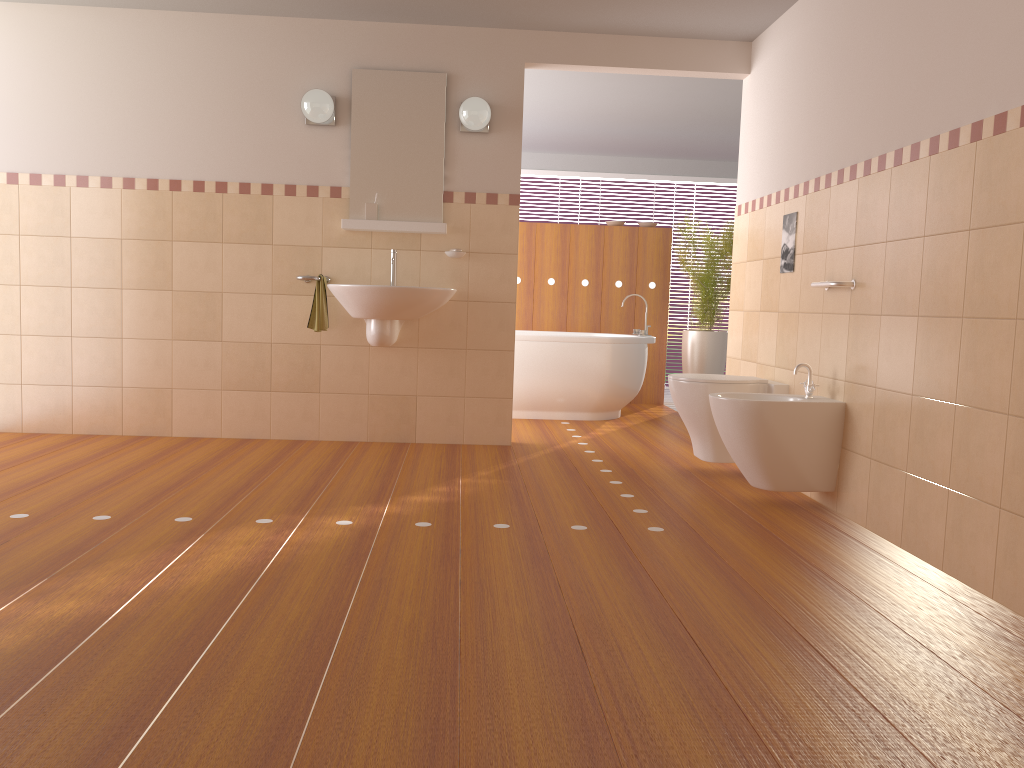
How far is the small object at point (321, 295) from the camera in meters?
4.6 m

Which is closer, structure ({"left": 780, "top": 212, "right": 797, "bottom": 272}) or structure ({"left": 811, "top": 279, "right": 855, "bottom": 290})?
structure ({"left": 811, "top": 279, "right": 855, "bottom": 290})

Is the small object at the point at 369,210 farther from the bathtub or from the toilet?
the toilet

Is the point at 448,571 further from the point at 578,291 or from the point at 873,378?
the point at 578,291

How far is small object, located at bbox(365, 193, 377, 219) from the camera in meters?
4.7

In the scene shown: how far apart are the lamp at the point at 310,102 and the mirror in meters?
0.1 m

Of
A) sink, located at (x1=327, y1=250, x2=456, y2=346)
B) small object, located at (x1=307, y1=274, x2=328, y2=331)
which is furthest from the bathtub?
small object, located at (x1=307, y1=274, x2=328, y2=331)

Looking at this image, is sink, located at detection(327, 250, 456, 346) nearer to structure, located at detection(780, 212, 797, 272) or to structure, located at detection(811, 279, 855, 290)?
structure, located at detection(780, 212, 797, 272)

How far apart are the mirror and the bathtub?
1.41m

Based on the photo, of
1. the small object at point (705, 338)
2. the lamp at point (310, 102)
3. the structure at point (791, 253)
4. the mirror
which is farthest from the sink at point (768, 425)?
the small object at point (705, 338)
